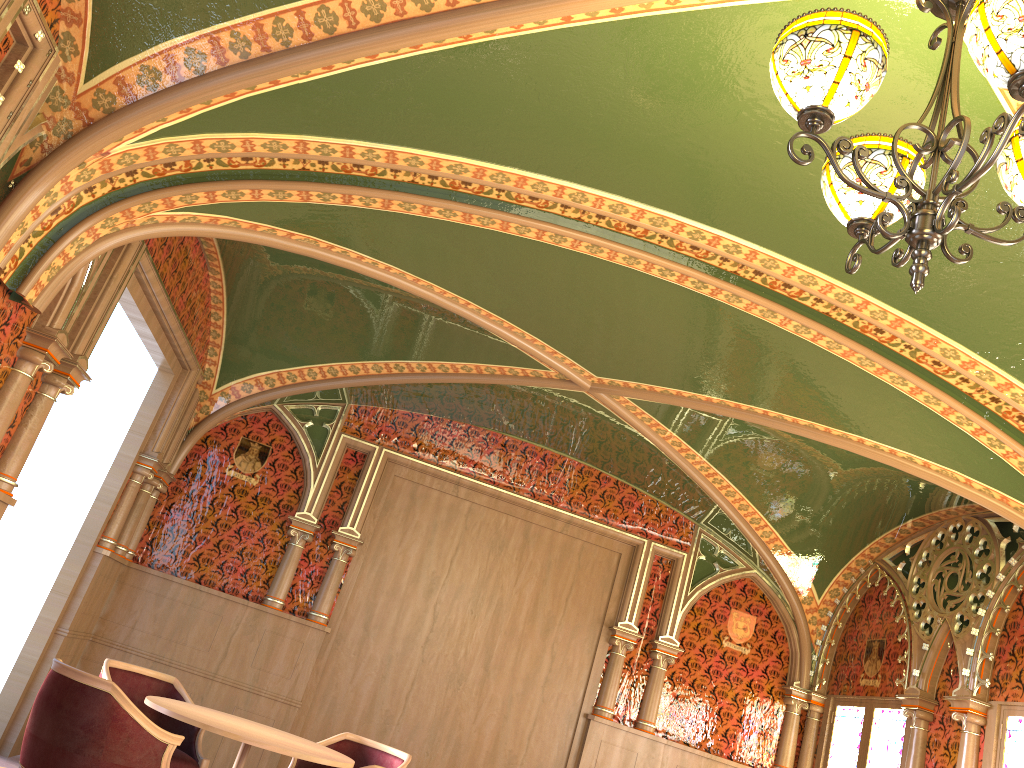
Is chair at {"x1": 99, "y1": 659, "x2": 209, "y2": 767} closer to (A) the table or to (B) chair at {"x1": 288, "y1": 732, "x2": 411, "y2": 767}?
(A) the table

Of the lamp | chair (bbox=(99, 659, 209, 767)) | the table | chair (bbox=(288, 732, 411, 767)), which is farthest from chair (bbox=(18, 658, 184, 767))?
the lamp

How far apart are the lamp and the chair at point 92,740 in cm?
336

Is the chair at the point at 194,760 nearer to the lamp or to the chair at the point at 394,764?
the chair at the point at 394,764

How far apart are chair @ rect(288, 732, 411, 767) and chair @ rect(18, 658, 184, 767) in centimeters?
150cm

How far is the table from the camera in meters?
4.2 m

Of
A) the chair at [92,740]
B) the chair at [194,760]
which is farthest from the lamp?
the chair at [194,760]

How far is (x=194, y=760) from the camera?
5.1 meters

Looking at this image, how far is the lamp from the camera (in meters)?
2.00

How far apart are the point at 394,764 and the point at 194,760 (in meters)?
1.19
